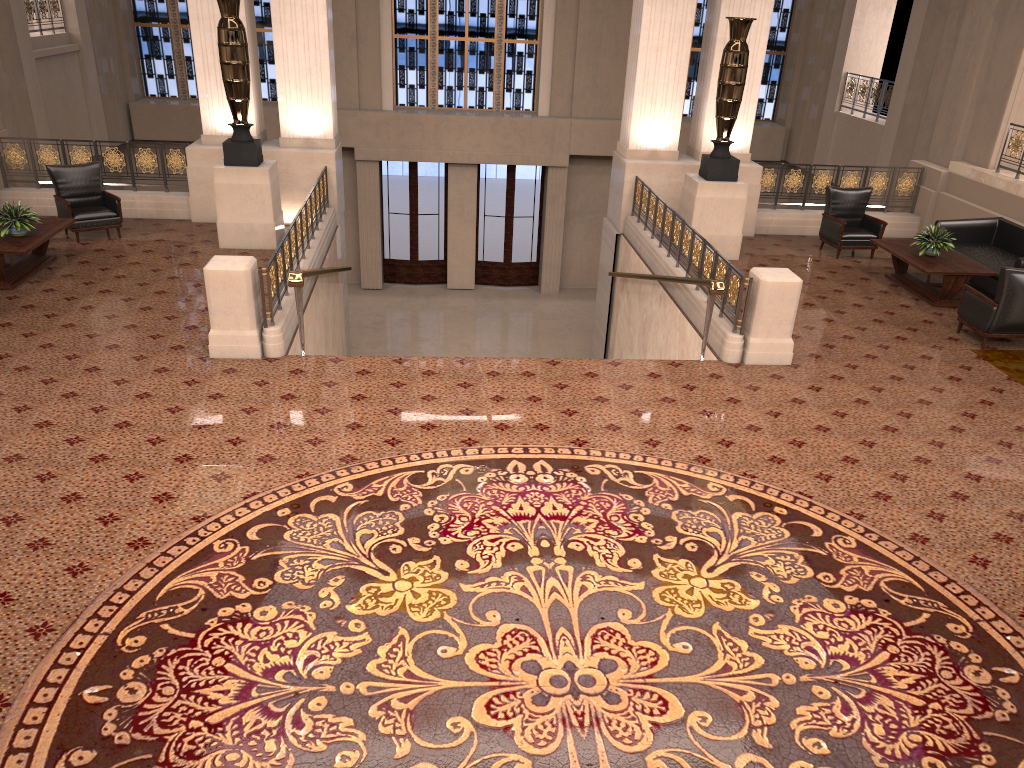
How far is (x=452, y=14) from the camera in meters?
18.6 m

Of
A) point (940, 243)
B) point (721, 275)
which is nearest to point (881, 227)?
point (940, 243)

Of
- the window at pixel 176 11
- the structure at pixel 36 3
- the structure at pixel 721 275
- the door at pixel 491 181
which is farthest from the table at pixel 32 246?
the door at pixel 491 181

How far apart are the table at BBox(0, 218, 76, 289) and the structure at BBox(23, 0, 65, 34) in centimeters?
662cm

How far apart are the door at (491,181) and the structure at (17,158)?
9.10m

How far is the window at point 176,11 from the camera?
18.1m

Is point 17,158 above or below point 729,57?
below

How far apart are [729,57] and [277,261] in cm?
634

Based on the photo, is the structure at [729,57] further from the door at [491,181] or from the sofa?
the door at [491,181]

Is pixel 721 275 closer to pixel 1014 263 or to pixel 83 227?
pixel 1014 263
